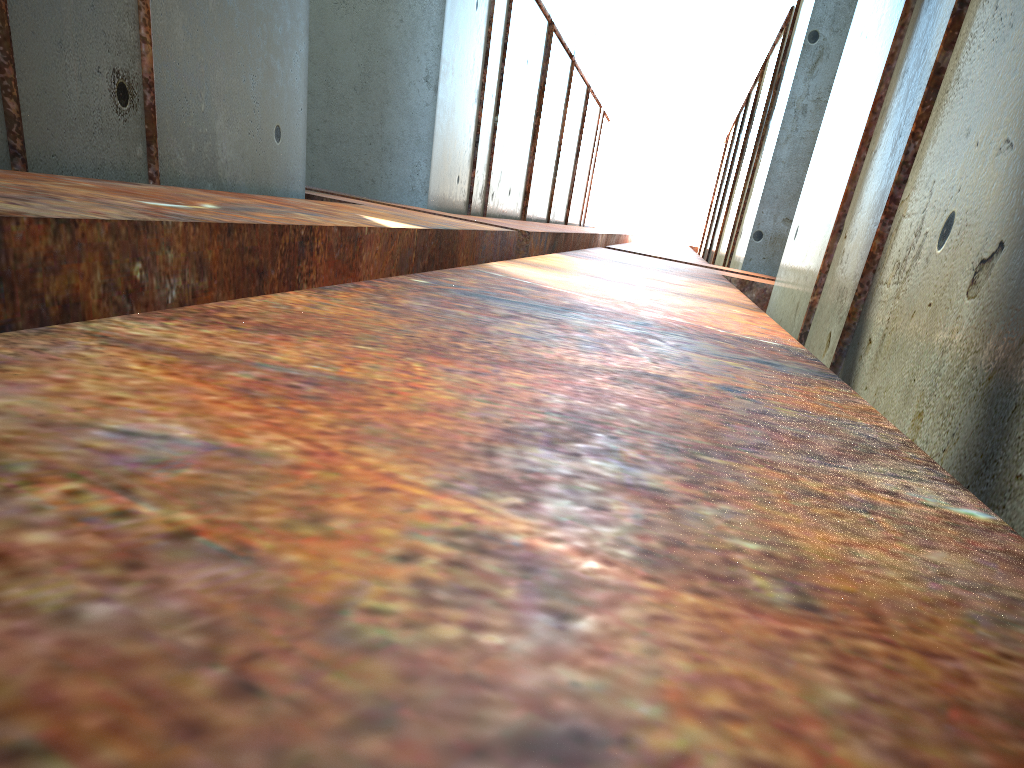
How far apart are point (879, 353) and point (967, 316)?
1.0 meters

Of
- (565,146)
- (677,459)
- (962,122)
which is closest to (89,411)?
(677,459)
